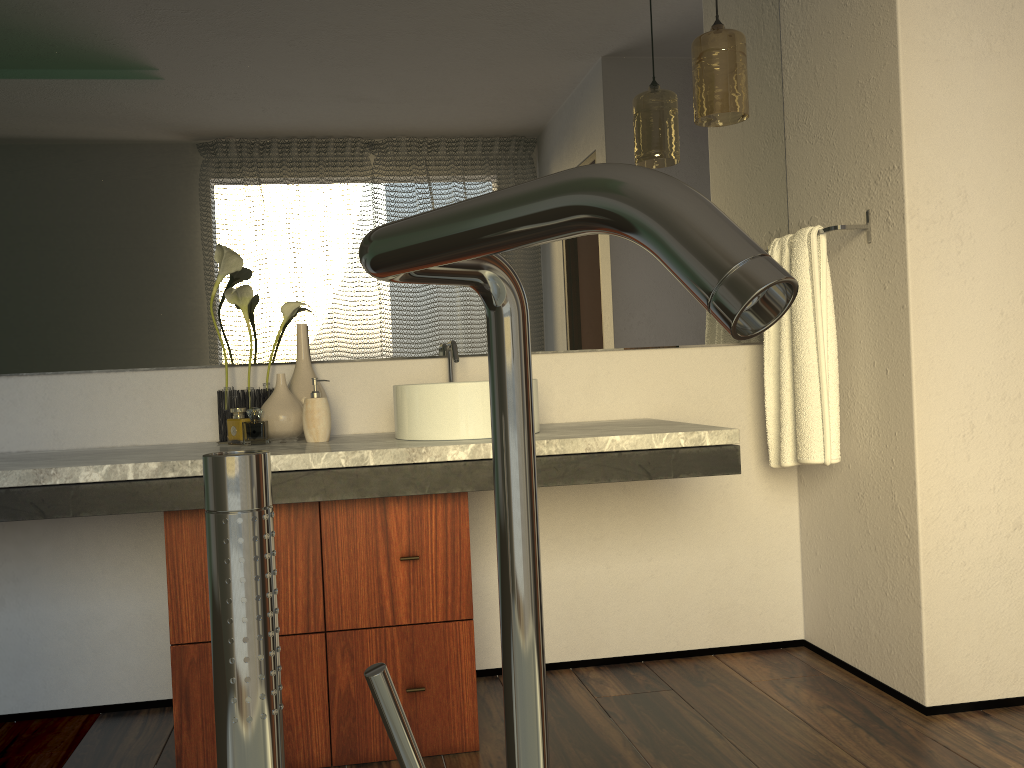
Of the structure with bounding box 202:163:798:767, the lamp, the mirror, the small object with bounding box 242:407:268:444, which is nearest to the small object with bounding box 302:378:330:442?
the small object with bounding box 242:407:268:444

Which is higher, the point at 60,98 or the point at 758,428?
the point at 60,98

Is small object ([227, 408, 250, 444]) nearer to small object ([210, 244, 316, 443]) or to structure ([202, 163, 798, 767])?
small object ([210, 244, 316, 443])

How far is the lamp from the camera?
2.27m

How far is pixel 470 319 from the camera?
2.5 meters

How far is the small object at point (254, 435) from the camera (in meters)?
7.82

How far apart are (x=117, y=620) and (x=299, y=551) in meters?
0.7

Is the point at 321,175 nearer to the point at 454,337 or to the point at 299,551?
the point at 454,337

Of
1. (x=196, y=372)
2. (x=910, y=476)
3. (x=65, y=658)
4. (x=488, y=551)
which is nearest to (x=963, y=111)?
(x=910, y=476)

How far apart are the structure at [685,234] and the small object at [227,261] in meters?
1.9
